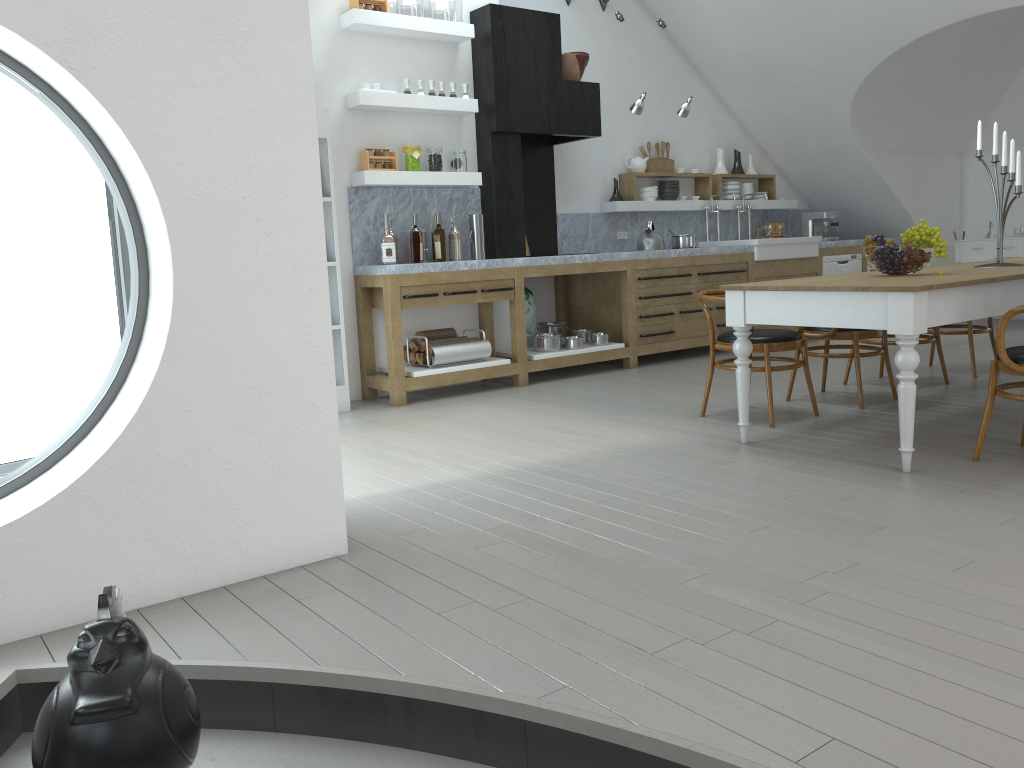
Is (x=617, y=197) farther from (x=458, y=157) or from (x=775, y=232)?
(x=775, y=232)

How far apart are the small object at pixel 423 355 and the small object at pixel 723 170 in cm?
430

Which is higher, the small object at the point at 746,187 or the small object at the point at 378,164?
the small object at the point at 378,164

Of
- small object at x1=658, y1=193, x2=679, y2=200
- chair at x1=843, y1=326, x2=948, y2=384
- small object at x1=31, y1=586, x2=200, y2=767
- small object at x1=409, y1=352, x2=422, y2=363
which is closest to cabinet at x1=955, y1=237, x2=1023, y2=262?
small object at x1=658, y1=193, x2=679, y2=200

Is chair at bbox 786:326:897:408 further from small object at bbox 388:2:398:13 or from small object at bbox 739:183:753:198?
small object at bbox 388:2:398:13

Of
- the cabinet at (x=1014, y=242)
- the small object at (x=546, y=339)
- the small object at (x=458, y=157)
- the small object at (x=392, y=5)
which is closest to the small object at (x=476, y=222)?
the small object at (x=458, y=157)

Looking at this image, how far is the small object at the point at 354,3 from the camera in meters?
6.0

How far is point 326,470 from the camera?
3.0 meters

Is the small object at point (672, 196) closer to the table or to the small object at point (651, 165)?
the small object at point (651, 165)

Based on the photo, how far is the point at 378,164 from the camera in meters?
6.2 m
